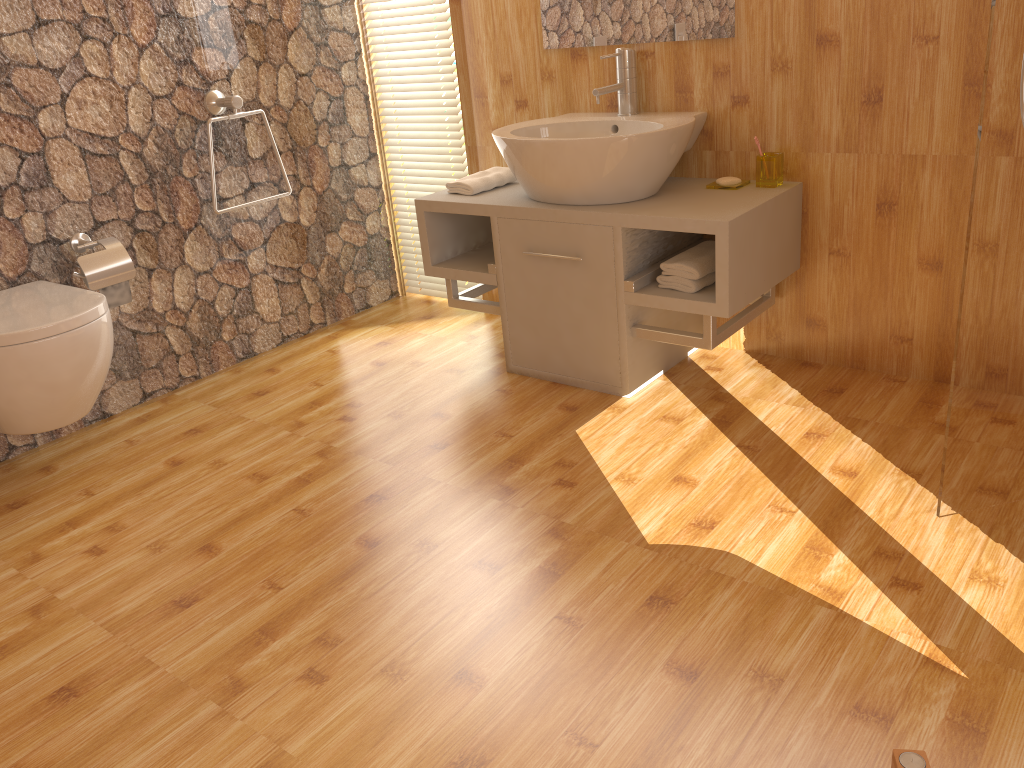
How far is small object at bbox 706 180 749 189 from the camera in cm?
266

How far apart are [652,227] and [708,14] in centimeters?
72cm

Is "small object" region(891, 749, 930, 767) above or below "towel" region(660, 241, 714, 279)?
below

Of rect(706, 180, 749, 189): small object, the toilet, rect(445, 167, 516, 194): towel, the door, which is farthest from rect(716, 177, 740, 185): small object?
the toilet

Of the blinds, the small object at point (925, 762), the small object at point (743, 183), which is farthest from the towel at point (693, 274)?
the small object at point (925, 762)

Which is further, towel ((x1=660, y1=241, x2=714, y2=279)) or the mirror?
the mirror

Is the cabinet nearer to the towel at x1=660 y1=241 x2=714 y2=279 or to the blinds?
the towel at x1=660 y1=241 x2=714 y2=279

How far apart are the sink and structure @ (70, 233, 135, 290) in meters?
1.2

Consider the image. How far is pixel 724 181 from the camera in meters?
2.7 m

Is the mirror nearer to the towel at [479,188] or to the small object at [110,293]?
the towel at [479,188]
